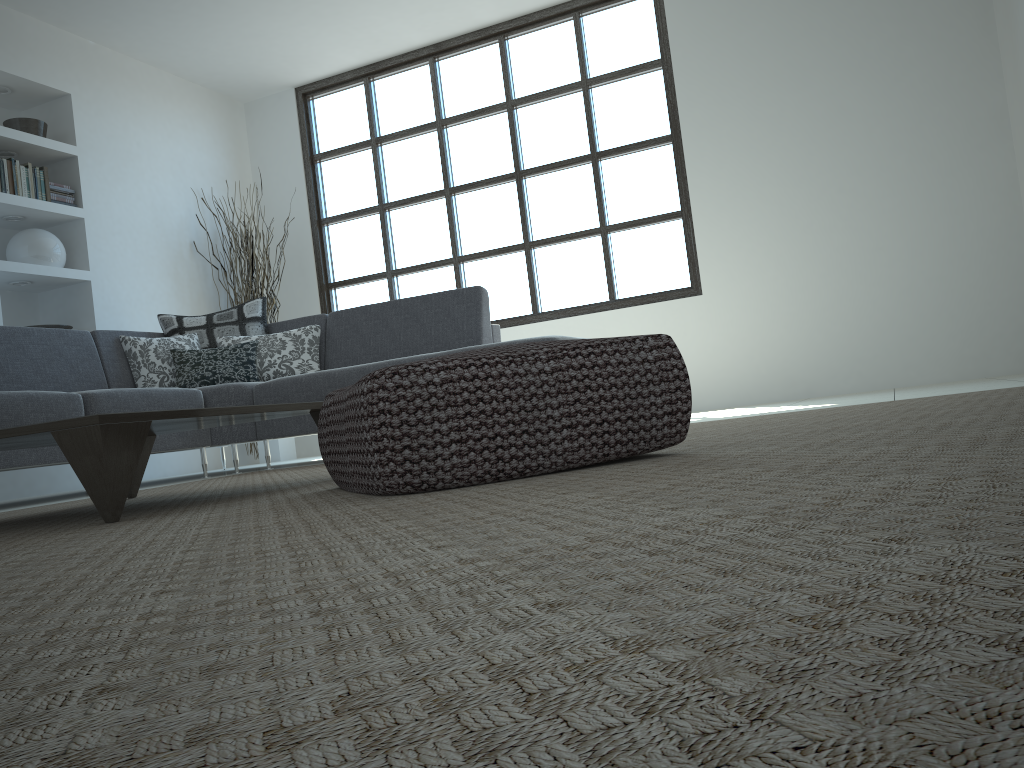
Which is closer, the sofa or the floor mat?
the floor mat

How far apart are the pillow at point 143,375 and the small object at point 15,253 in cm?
110

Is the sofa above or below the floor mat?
above

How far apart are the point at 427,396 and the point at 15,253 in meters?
5.0 m

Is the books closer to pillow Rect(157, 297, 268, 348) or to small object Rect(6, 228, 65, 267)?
small object Rect(6, 228, 65, 267)

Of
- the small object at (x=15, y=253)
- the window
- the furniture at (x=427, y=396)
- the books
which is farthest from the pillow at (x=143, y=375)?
the furniture at (x=427, y=396)

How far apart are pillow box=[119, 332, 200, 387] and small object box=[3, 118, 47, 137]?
1.7 meters

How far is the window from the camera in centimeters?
618cm

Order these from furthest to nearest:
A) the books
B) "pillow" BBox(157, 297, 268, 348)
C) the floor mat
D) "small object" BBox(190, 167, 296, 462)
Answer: "small object" BBox(190, 167, 296, 462) → the books → "pillow" BBox(157, 297, 268, 348) → the floor mat

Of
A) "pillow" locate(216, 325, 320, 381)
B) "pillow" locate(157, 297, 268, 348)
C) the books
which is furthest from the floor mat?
the books
